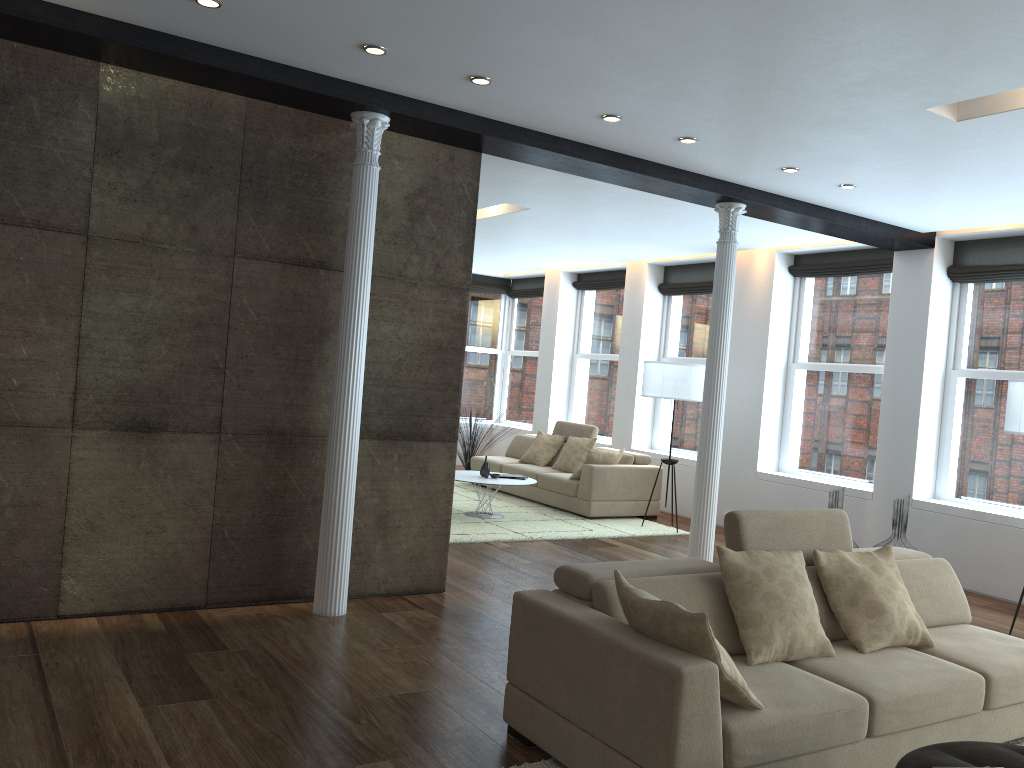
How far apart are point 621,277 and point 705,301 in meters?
1.6 m

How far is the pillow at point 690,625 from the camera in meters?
2.9

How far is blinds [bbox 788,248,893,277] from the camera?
8.54m

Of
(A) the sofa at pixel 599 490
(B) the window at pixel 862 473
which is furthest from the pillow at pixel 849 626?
(A) the sofa at pixel 599 490

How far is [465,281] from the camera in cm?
580

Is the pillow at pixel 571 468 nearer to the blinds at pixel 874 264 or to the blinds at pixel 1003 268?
the blinds at pixel 874 264

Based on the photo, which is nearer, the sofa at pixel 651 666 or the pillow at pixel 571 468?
the sofa at pixel 651 666

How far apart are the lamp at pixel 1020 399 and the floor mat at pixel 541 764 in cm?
253

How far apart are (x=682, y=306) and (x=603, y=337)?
1.57m

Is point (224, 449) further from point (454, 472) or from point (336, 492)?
point (454, 472)
